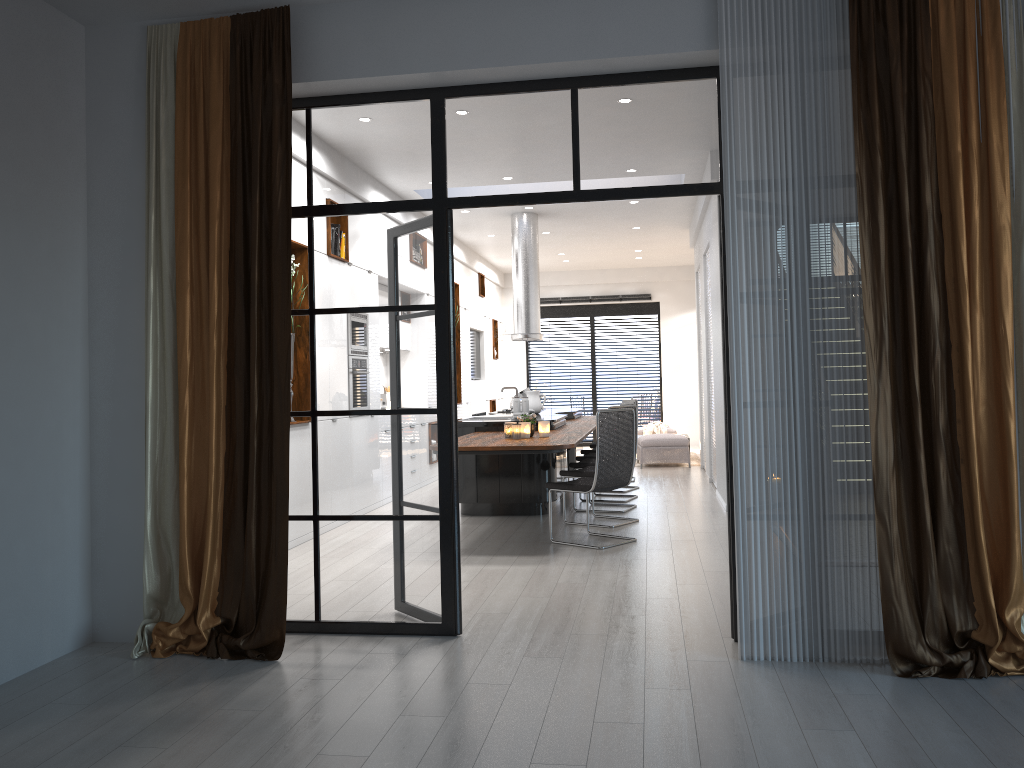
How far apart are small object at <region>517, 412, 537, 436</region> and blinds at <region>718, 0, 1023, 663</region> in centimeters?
331cm

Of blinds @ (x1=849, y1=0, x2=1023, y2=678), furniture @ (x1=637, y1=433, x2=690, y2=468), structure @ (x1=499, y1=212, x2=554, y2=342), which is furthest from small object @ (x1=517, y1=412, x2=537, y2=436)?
furniture @ (x1=637, y1=433, x2=690, y2=468)

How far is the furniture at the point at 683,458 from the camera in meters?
12.4 m

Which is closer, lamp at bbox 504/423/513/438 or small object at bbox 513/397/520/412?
lamp at bbox 504/423/513/438

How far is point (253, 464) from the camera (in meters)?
4.11

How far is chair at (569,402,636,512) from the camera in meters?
8.4 m

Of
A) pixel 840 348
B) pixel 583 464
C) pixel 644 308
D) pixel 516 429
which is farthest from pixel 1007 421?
pixel 644 308

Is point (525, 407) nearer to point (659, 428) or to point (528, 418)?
point (528, 418)

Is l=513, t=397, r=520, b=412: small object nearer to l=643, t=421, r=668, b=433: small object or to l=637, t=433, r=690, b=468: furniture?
l=637, t=433, r=690, b=468: furniture

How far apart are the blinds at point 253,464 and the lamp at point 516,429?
3.0 meters
